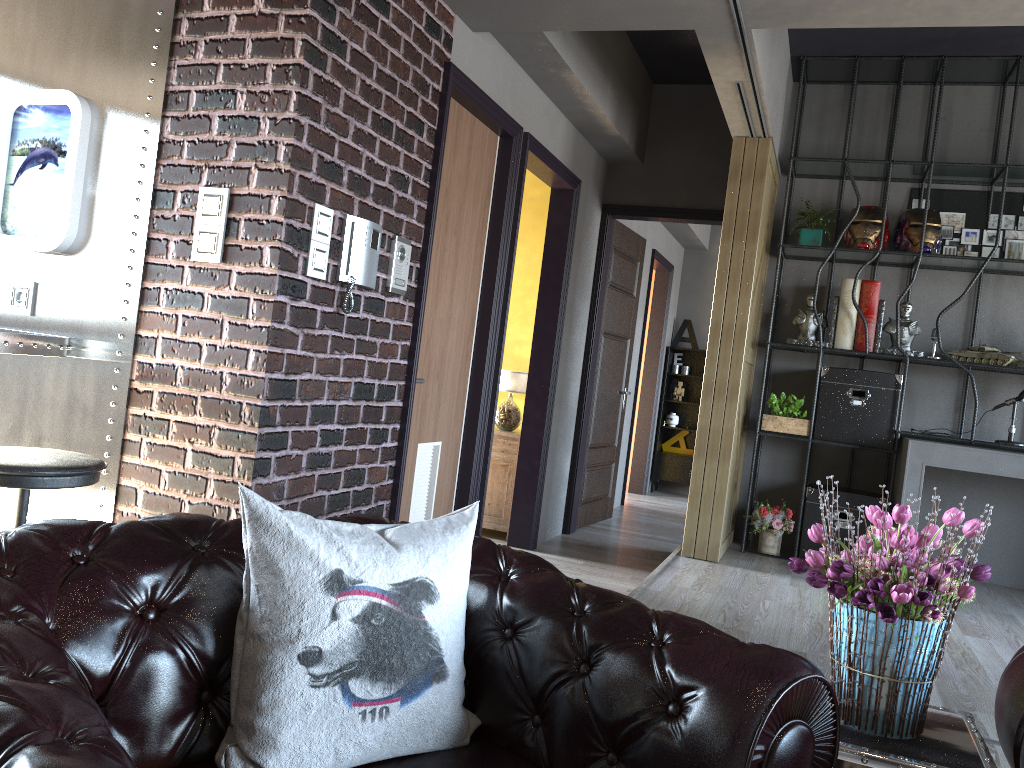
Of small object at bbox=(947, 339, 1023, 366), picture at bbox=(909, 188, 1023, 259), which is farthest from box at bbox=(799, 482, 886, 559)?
picture at bbox=(909, 188, 1023, 259)

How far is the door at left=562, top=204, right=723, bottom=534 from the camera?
6.8m

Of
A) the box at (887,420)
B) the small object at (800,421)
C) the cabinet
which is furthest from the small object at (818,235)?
the cabinet

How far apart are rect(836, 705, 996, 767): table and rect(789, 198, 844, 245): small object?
4.4m

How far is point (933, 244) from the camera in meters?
5.5 m

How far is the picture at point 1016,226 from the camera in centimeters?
575cm

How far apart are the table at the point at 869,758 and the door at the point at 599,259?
4.9 meters

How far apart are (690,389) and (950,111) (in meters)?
4.86

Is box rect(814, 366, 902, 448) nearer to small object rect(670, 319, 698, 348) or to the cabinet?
the cabinet

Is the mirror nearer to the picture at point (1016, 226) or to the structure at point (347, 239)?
Result: the structure at point (347, 239)
